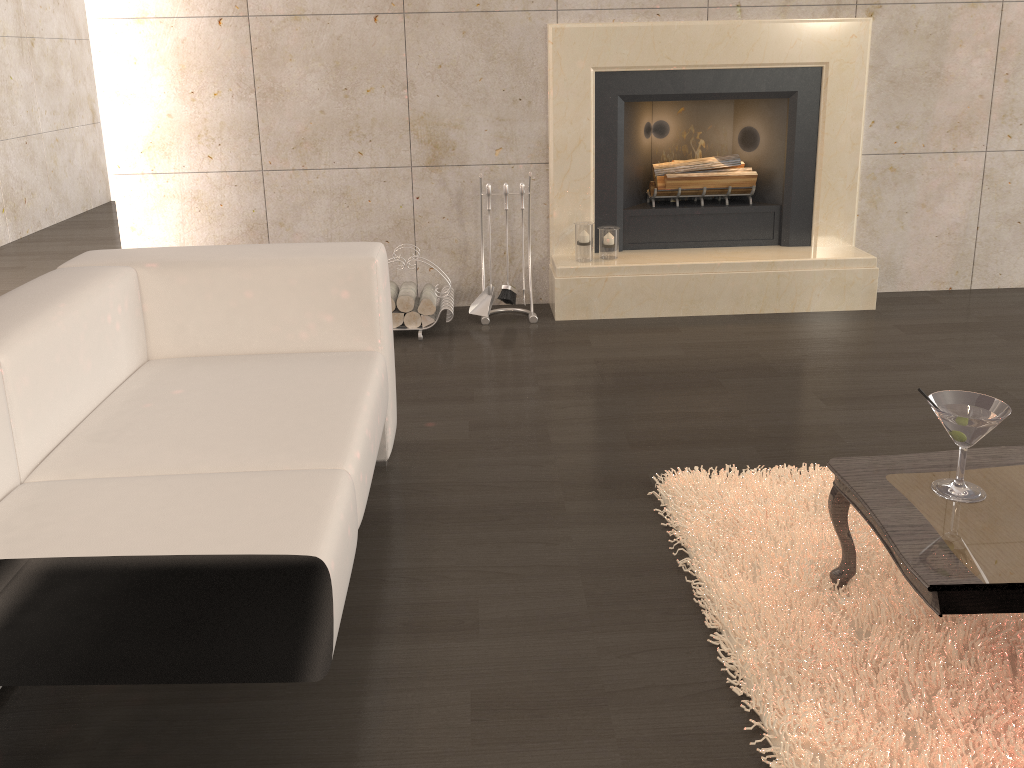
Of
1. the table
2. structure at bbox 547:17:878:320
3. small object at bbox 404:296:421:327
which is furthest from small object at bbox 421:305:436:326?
the table

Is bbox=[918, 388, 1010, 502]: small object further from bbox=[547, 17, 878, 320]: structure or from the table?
bbox=[547, 17, 878, 320]: structure

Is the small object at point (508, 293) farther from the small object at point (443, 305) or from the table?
the table

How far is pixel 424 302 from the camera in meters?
3.9 m

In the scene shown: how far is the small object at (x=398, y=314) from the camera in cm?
387

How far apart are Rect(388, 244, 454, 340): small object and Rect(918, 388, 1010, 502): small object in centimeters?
235cm

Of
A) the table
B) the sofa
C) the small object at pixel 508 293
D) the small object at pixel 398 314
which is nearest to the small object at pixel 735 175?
the small object at pixel 508 293

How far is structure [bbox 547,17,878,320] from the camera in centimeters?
396cm

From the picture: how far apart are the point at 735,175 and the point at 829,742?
3.1m

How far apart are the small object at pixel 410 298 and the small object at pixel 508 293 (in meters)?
0.40
